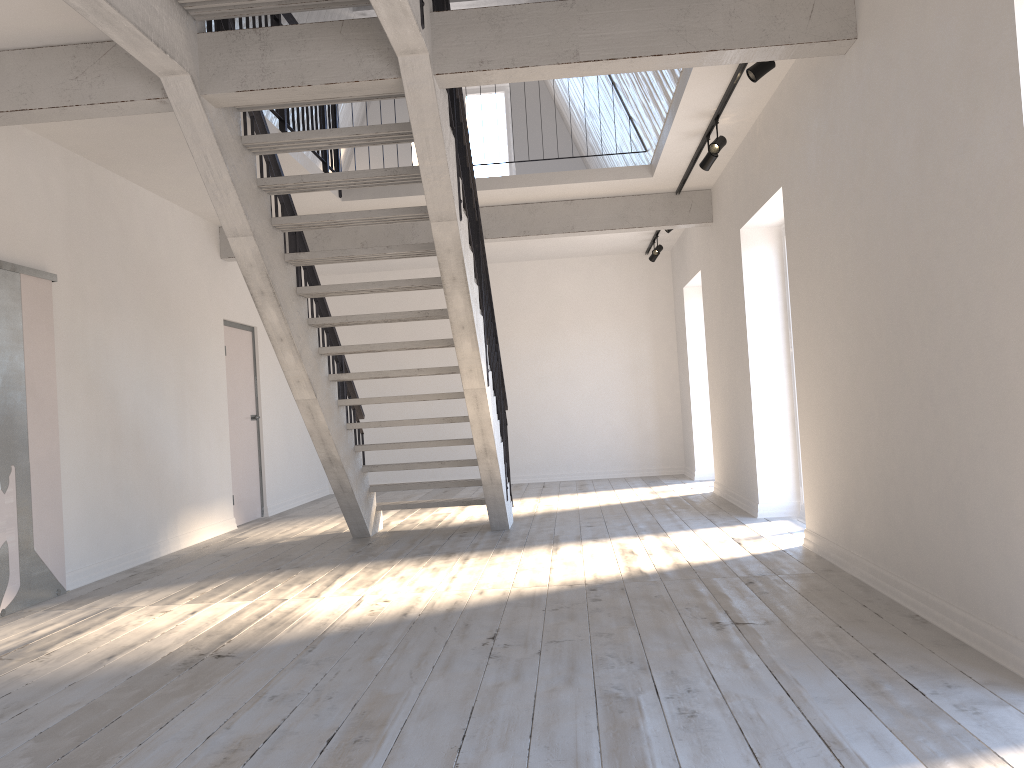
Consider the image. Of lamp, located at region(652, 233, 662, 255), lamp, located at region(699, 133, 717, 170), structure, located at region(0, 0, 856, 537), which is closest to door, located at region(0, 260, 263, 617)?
structure, located at region(0, 0, 856, 537)

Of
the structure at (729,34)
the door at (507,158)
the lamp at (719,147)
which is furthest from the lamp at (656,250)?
the lamp at (719,147)

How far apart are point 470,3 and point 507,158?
2.3m

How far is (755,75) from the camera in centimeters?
478cm

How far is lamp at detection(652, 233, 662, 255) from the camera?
10.40m

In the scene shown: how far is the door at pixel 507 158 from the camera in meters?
12.2 m

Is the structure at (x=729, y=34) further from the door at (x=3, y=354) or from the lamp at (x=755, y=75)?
the door at (x=3, y=354)

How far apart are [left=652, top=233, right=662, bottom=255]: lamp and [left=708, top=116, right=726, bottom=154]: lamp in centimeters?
416cm

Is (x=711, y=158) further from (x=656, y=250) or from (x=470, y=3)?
(x=470, y=3)

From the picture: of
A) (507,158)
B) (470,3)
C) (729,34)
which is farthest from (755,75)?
(507,158)
